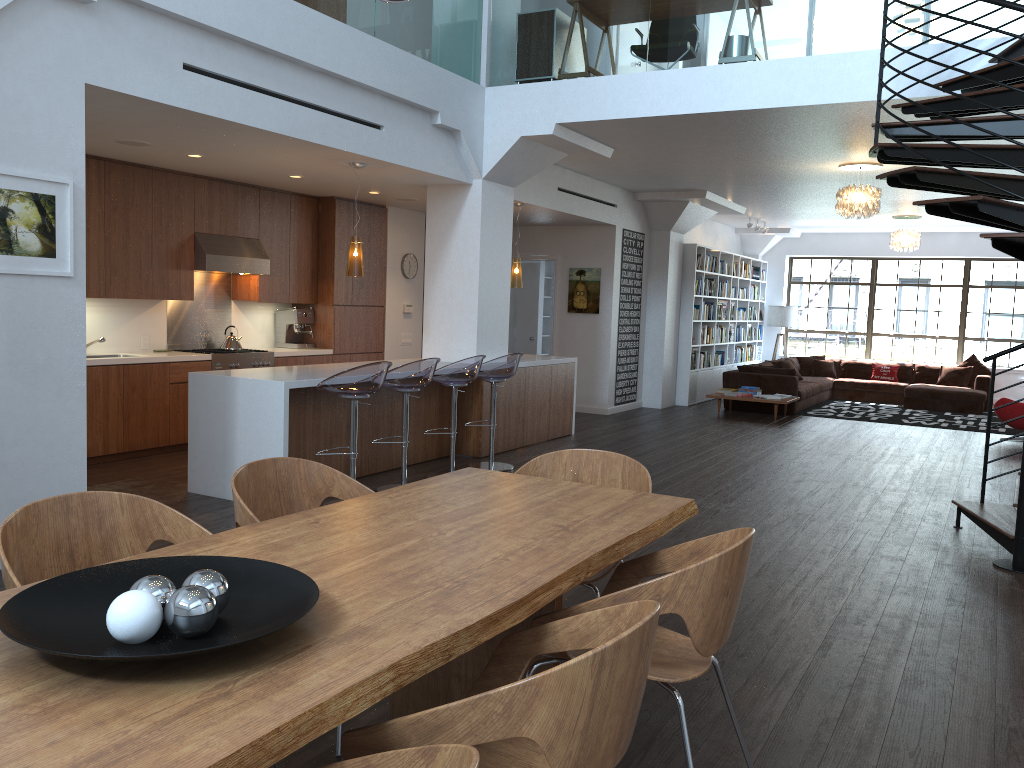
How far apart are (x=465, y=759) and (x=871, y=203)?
9.0m

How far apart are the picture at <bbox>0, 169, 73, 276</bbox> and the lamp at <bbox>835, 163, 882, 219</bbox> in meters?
7.3 m

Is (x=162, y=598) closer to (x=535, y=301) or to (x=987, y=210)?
(x=987, y=210)

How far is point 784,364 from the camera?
14.45m

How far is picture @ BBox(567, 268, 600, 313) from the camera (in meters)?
11.77

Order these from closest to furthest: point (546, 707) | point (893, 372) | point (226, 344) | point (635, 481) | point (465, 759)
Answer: point (465, 759)
point (546, 707)
point (635, 481)
point (226, 344)
point (893, 372)

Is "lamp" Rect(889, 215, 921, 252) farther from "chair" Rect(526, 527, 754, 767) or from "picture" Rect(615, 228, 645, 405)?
"chair" Rect(526, 527, 754, 767)

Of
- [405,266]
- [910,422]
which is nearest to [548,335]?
[405,266]

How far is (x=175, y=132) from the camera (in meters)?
6.03

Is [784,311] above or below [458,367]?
above
